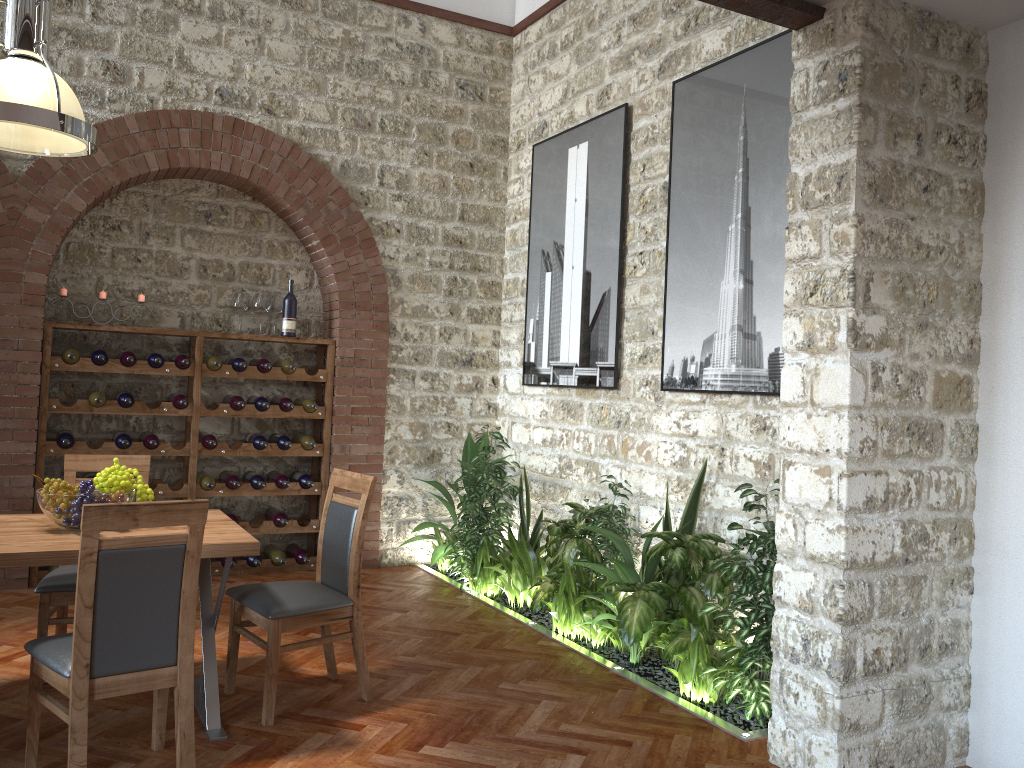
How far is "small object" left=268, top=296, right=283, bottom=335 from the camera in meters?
6.6

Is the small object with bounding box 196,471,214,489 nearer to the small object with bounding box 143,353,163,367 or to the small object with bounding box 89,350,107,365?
the small object with bounding box 143,353,163,367

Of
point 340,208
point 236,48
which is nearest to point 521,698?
point 340,208

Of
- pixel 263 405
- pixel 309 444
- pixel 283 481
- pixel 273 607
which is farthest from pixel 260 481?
pixel 273 607

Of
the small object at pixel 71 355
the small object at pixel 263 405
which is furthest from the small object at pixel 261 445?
the small object at pixel 71 355

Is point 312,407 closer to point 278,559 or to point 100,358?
point 278,559

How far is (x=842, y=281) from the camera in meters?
3.2 m

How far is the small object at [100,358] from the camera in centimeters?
575cm

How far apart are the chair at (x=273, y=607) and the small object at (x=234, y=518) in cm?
237

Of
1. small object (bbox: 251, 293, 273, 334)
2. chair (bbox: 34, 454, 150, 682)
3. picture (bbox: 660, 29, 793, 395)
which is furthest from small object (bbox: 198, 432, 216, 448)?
picture (bbox: 660, 29, 793, 395)
